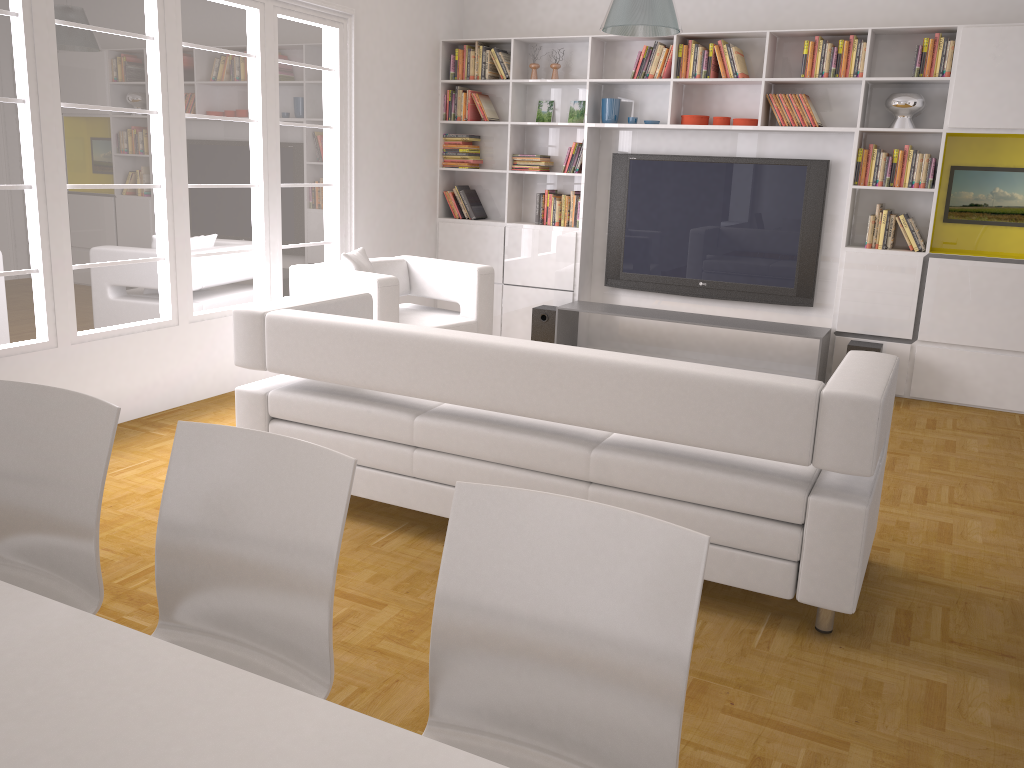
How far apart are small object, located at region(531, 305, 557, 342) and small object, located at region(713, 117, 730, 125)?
1.9 meters

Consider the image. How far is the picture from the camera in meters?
5.9 m

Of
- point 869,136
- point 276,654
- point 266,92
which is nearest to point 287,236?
point 266,92

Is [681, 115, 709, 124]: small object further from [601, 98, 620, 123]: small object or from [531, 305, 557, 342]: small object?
[531, 305, 557, 342]: small object

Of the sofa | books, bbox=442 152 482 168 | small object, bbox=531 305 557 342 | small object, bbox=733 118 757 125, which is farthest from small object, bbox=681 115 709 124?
the sofa

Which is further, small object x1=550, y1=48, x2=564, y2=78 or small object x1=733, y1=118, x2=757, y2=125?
small object x1=550, y1=48, x2=564, y2=78

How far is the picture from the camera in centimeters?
595cm

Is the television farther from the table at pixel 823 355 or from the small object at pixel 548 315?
the small object at pixel 548 315

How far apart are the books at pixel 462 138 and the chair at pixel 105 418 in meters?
5.7 m

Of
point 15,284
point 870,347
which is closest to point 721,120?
point 870,347
